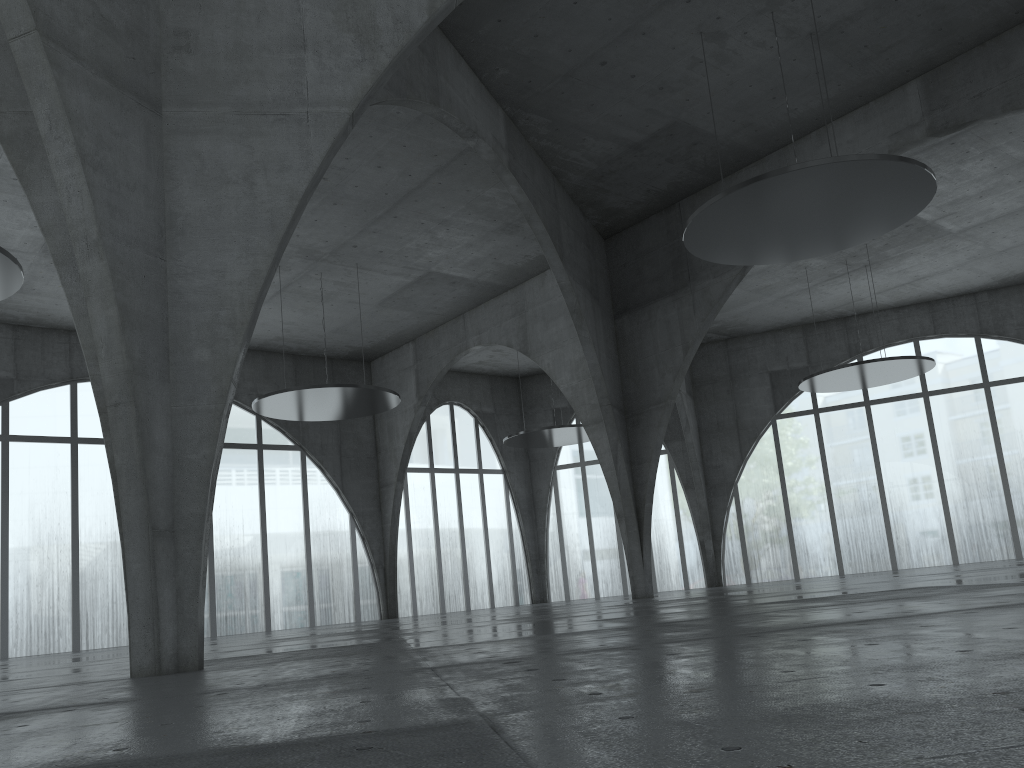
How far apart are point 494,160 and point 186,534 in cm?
2971

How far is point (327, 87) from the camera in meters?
21.3
